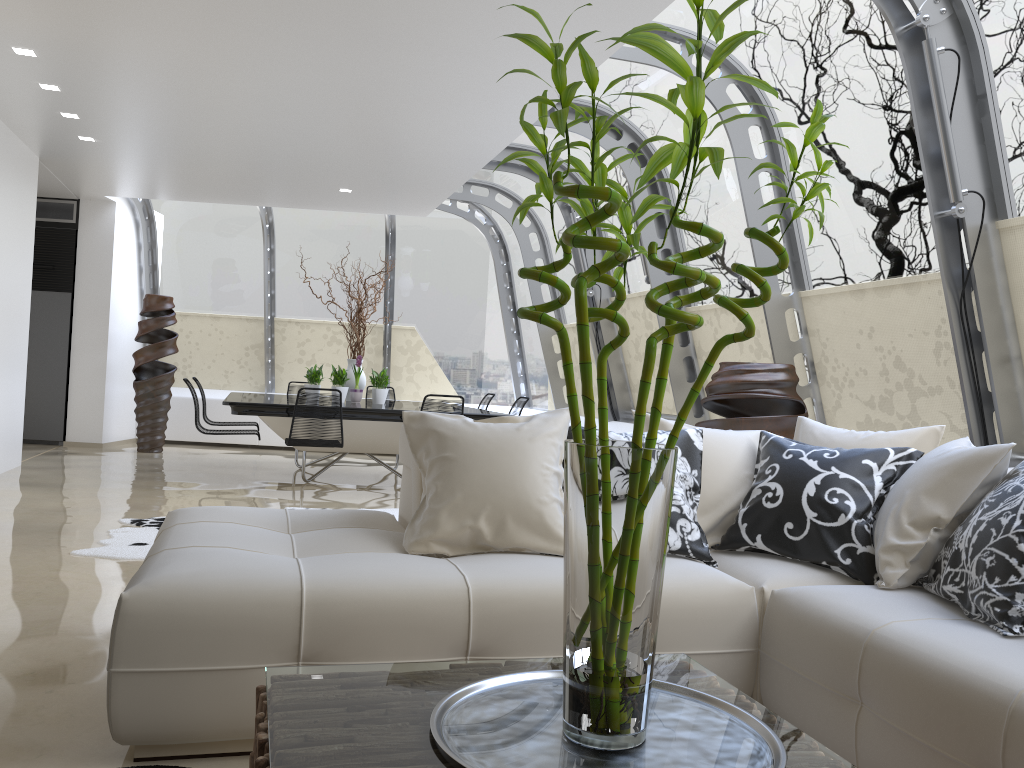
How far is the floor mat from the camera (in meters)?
4.72

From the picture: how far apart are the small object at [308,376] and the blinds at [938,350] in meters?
5.0

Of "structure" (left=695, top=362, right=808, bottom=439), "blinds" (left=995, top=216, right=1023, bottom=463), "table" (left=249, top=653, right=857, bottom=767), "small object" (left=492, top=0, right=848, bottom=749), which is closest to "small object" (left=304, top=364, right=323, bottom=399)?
"structure" (left=695, top=362, right=808, bottom=439)

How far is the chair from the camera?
7.0 meters

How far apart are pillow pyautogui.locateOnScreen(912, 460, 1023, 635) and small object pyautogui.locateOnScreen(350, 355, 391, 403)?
6.6m

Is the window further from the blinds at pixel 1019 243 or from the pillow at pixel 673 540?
the pillow at pixel 673 540

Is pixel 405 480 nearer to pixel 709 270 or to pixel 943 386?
pixel 943 386

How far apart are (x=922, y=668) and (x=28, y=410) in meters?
10.6

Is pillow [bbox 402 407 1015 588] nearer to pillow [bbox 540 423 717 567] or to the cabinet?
pillow [bbox 540 423 717 567]

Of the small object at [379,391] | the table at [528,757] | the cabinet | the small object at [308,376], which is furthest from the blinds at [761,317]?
the cabinet
